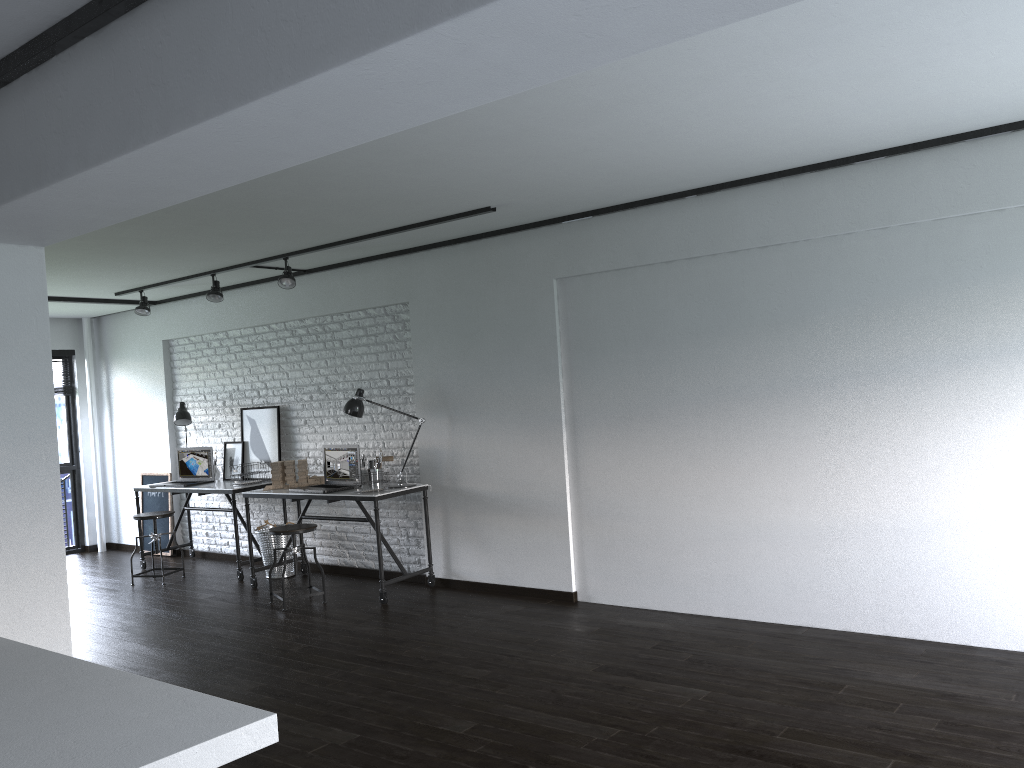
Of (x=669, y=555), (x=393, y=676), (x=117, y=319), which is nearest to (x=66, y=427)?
(x=117, y=319)

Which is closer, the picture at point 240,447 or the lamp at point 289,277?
the lamp at point 289,277

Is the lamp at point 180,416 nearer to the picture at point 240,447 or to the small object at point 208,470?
the small object at point 208,470

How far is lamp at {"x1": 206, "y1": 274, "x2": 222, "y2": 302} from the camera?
6.7 meters

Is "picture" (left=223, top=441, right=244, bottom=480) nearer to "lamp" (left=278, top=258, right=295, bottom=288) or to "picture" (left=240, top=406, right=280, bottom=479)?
"picture" (left=240, top=406, right=280, bottom=479)

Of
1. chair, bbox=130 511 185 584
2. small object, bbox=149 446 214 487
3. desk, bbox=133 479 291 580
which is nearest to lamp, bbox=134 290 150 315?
small object, bbox=149 446 214 487

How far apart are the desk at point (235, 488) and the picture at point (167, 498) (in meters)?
0.36

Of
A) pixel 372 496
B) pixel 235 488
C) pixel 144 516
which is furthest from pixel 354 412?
pixel 144 516

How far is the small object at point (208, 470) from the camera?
7.61m

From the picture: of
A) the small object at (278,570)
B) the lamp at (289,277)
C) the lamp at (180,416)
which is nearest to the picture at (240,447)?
the lamp at (180,416)
